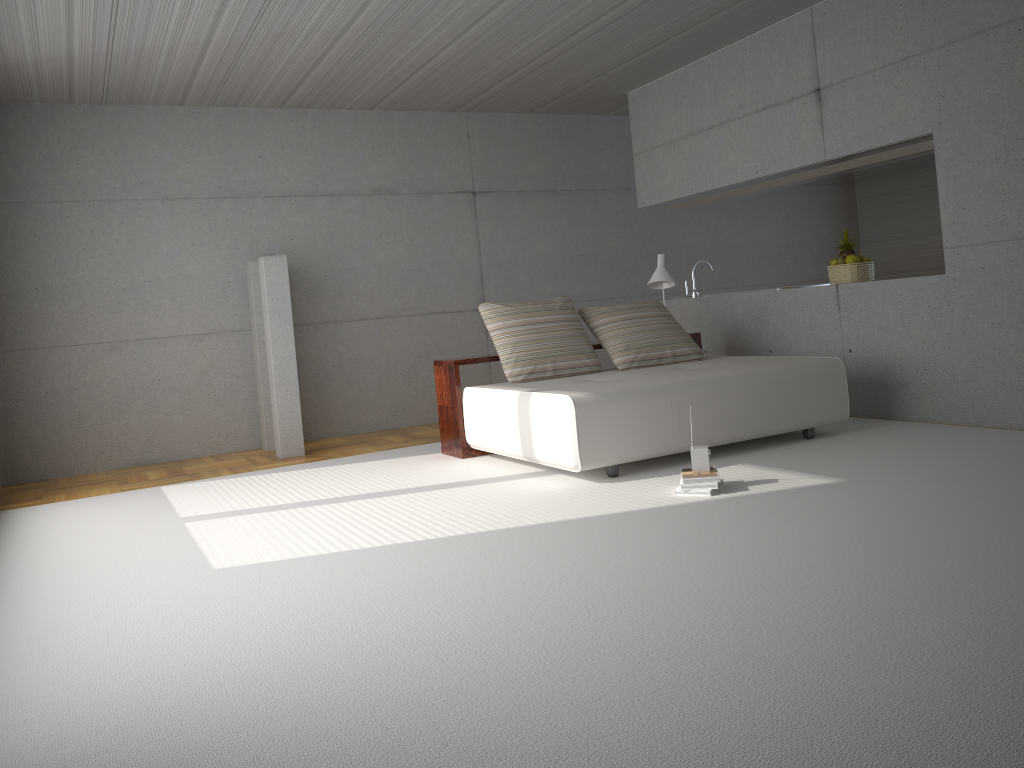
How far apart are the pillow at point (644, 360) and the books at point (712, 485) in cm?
210

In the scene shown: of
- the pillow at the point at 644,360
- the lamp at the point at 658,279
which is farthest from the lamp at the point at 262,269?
the lamp at the point at 658,279

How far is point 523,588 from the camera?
3.3 meters

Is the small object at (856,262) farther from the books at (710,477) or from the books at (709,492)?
the books at (709,492)

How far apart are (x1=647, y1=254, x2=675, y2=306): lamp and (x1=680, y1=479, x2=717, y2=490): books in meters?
3.1

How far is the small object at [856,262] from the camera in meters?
6.9

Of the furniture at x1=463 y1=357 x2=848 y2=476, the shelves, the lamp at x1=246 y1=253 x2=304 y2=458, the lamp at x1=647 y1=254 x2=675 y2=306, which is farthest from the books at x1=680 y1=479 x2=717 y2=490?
the lamp at x1=246 y1=253 x2=304 y2=458

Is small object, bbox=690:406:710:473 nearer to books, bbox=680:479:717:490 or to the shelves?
books, bbox=680:479:717:490

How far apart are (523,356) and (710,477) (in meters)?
2.13

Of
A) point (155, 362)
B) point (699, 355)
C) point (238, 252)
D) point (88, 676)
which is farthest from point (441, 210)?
point (88, 676)
